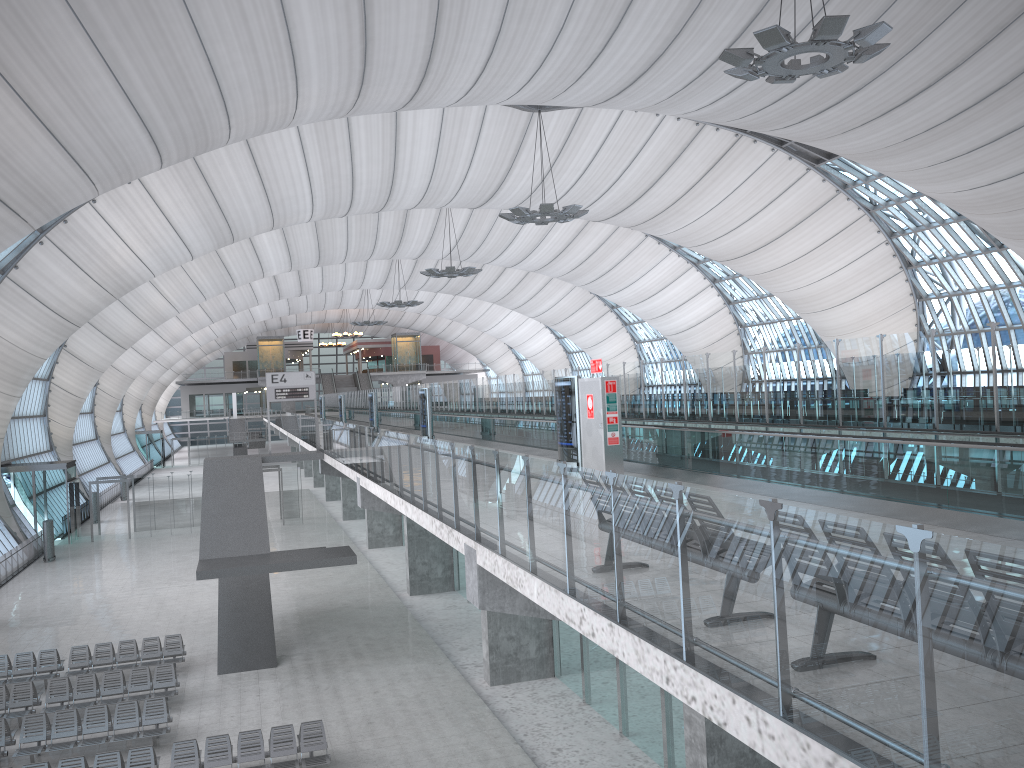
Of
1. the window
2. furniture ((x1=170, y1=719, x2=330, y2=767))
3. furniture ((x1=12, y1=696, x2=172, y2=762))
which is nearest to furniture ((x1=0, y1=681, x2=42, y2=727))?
furniture ((x1=12, y1=696, x2=172, y2=762))

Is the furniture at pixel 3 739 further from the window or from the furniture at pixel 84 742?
the window

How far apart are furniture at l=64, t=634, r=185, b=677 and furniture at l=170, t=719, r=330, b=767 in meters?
6.3

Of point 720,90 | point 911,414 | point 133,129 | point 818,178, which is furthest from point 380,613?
point 818,178

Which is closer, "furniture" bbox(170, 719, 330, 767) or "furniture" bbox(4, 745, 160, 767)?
"furniture" bbox(4, 745, 160, 767)

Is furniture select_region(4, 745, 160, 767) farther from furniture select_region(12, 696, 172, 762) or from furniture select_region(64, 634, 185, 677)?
furniture select_region(64, 634, 185, 677)

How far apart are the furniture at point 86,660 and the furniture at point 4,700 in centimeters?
184cm

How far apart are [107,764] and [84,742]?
2.3m

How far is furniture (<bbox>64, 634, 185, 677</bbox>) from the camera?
21.6 meters

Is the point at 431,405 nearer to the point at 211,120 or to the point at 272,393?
the point at 272,393
